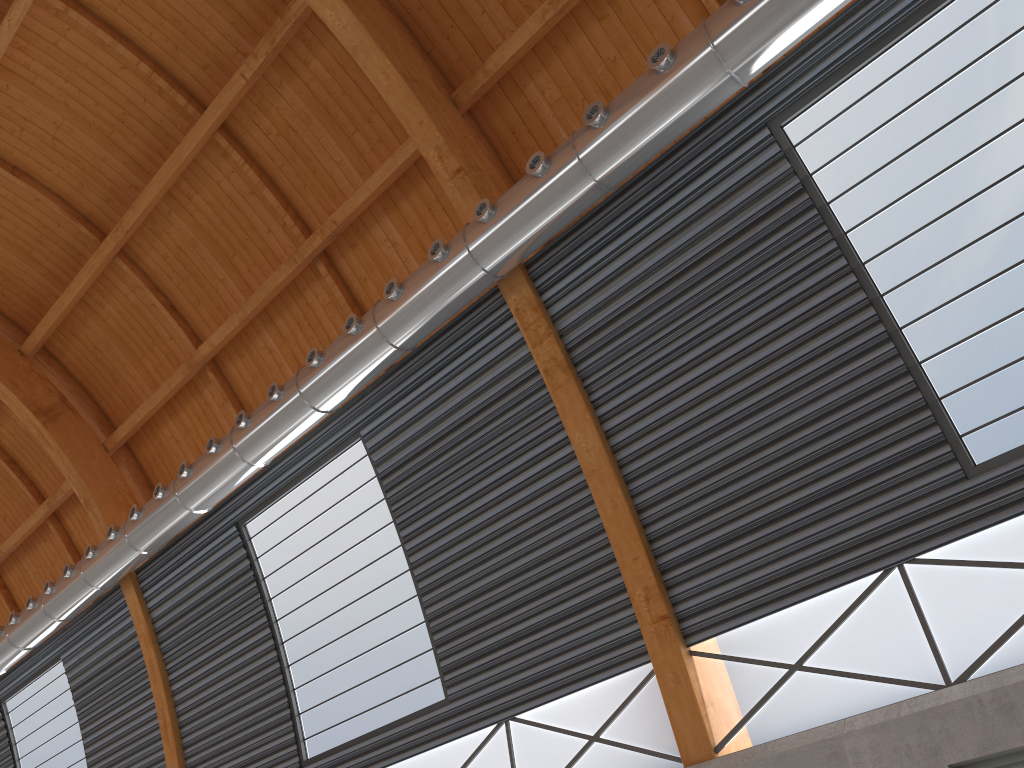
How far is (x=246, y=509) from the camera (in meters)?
23.36

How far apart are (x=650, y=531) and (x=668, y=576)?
0.8m

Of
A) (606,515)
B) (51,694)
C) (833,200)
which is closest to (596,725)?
(606,515)
